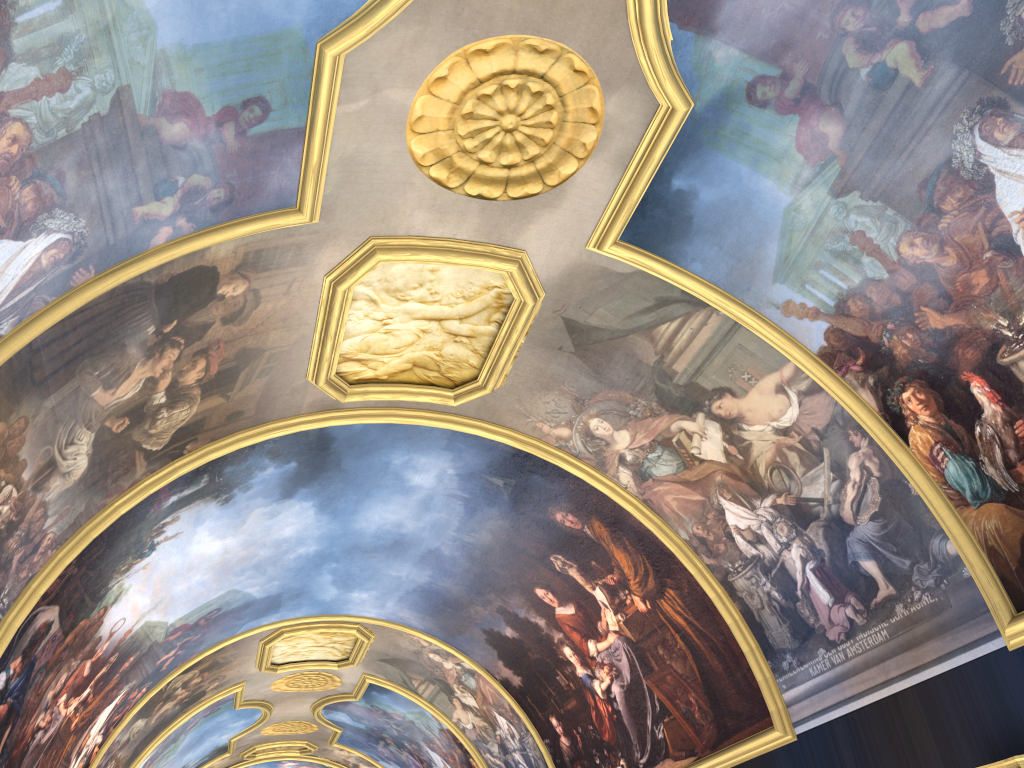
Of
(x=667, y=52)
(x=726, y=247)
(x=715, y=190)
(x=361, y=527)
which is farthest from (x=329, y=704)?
(x=667, y=52)
